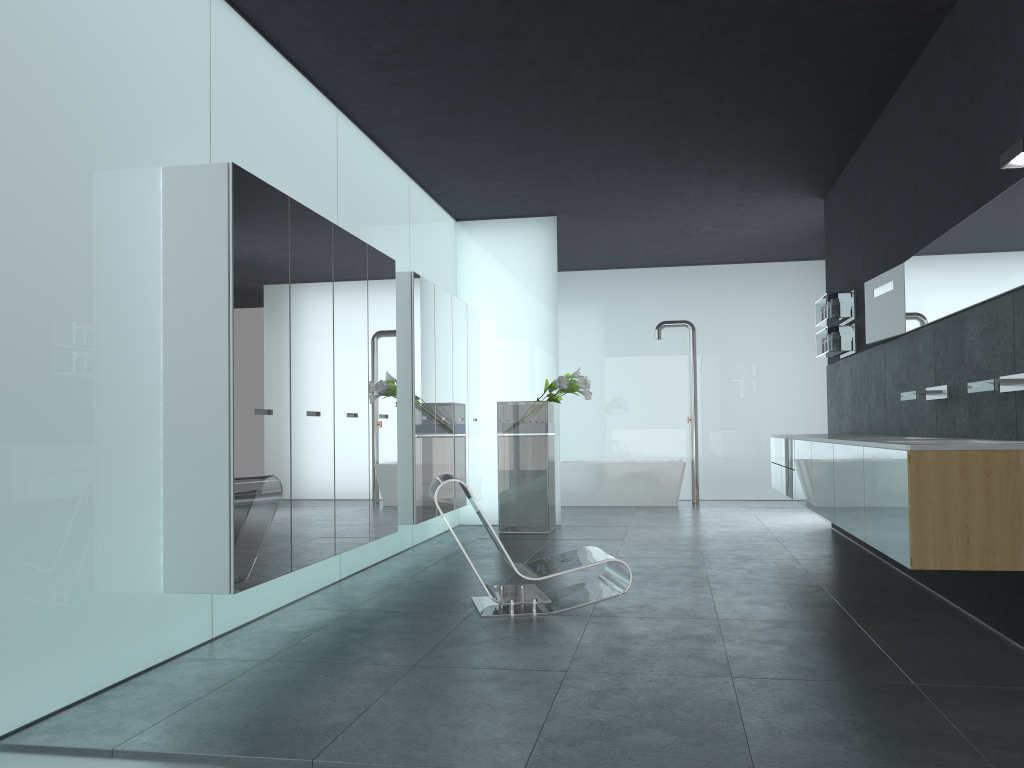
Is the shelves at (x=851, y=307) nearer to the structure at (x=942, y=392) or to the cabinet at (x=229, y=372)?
the structure at (x=942, y=392)

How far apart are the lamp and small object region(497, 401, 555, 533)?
6.18m

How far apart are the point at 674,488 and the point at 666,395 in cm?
185

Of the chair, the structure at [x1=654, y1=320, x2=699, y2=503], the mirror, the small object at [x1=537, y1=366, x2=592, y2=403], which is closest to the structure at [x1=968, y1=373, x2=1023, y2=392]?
the mirror

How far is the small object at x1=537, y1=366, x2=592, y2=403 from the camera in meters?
9.7 m

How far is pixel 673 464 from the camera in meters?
13.1 m

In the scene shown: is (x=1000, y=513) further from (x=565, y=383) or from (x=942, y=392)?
(x=565, y=383)

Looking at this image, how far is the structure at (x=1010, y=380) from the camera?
4.4m

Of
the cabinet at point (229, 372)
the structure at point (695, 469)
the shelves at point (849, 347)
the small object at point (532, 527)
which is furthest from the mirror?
the structure at point (695, 469)

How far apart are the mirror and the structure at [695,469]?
5.98m
